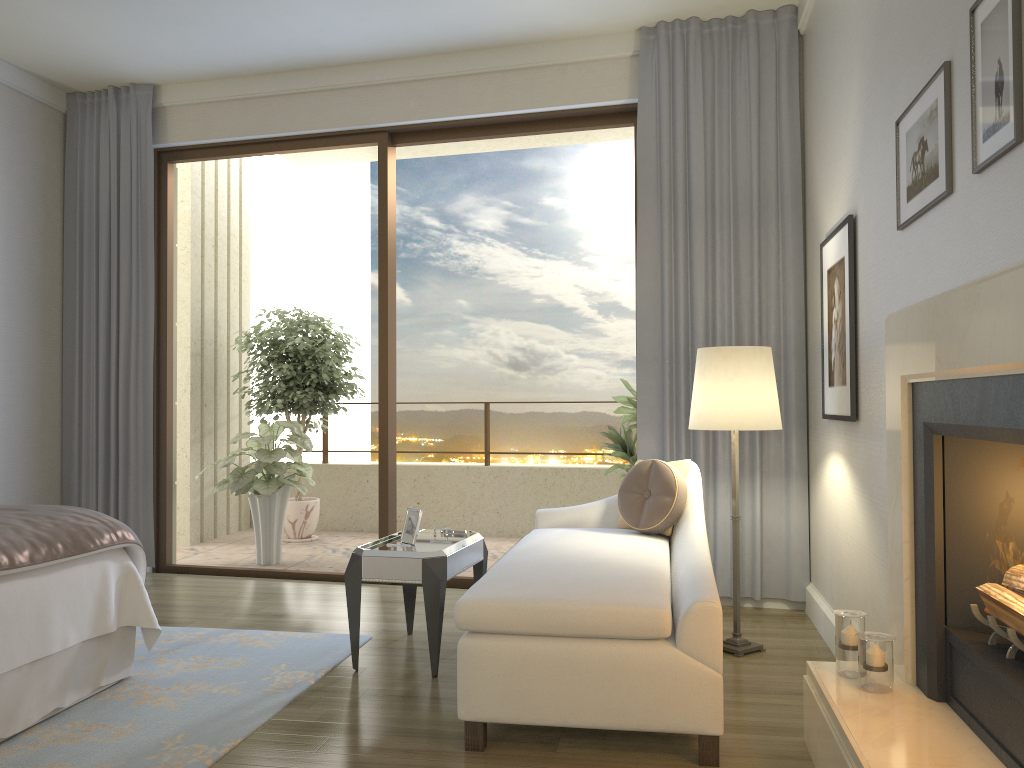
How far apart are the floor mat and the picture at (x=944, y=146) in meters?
2.6

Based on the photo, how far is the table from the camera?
3.44m

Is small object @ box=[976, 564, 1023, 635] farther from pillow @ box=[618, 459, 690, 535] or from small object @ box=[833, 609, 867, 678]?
pillow @ box=[618, 459, 690, 535]

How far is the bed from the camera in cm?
281

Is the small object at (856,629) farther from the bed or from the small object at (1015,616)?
the bed

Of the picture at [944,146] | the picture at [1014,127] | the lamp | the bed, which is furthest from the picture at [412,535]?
the picture at [1014,127]

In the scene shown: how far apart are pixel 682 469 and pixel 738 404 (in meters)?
0.49

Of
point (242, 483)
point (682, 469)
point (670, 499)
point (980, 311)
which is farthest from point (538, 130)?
point (980, 311)

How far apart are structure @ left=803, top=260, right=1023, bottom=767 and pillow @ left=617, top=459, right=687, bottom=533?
1.1m

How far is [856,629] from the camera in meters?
2.6
